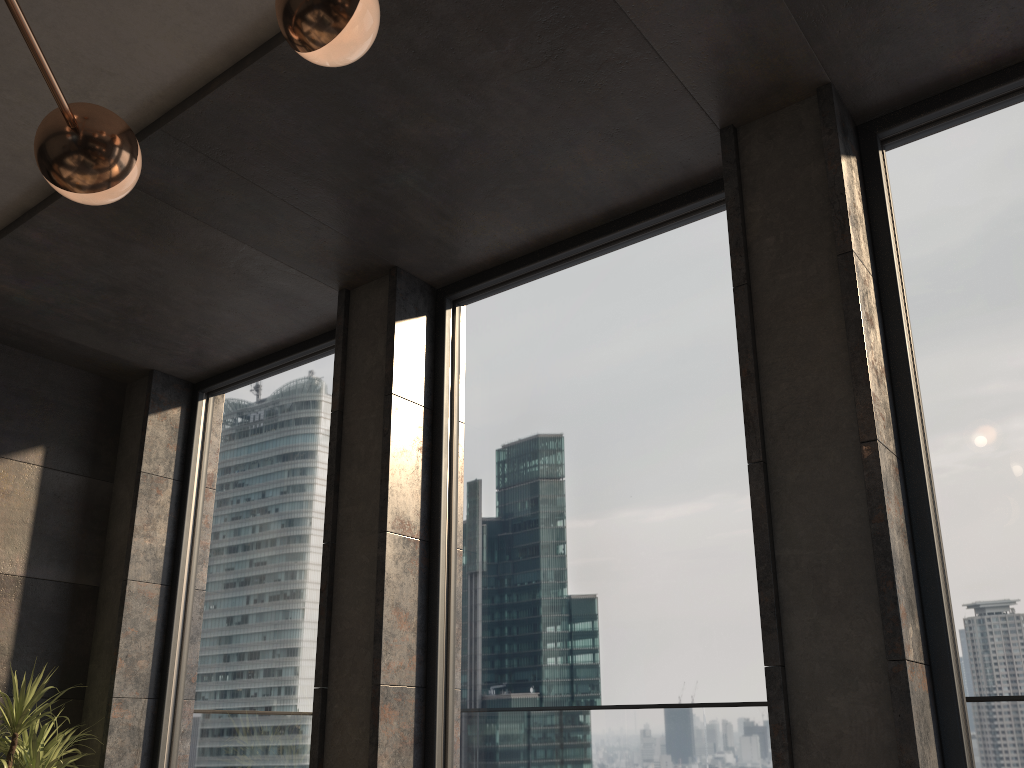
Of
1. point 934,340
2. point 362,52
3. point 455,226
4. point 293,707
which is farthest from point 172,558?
point 934,340

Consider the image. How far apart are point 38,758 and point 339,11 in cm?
352

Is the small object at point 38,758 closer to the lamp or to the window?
the window

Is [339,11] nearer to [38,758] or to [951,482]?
[951,482]

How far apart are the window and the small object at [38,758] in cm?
51

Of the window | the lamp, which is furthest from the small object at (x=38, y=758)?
the lamp

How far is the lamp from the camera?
1.6 meters

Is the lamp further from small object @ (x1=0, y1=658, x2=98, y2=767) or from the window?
small object @ (x1=0, y1=658, x2=98, y2=767)

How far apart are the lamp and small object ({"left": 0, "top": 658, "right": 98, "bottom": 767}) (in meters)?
2.82

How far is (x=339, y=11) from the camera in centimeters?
163cm
